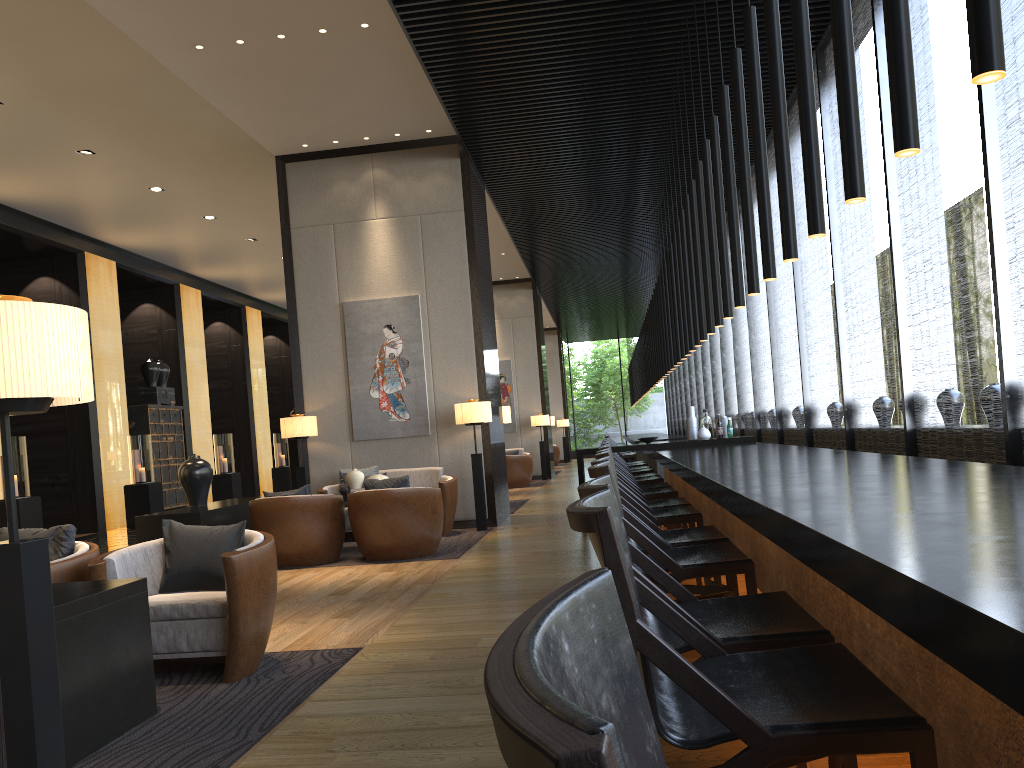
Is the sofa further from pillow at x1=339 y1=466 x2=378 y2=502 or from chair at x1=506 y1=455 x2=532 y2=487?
chair at x1=506 y1=455 x2=532 y2=487

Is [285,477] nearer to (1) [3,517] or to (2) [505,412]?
(1) [3,517]

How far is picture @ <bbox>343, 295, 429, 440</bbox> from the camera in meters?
9.5 m

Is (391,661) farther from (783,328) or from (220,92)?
(783,328)

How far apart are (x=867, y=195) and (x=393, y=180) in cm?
486

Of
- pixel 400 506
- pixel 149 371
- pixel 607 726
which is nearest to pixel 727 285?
pixel 400 506

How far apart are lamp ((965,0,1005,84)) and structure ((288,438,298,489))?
9.1m

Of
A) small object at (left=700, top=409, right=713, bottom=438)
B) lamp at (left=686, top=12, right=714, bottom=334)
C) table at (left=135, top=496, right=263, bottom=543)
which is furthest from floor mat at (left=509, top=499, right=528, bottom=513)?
lamp at (left=686, top=12, right=714, bottom=334)

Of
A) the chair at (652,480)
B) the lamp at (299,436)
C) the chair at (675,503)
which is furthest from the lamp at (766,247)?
the lamp at (299,436)

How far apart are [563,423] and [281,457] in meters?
10.0 m
